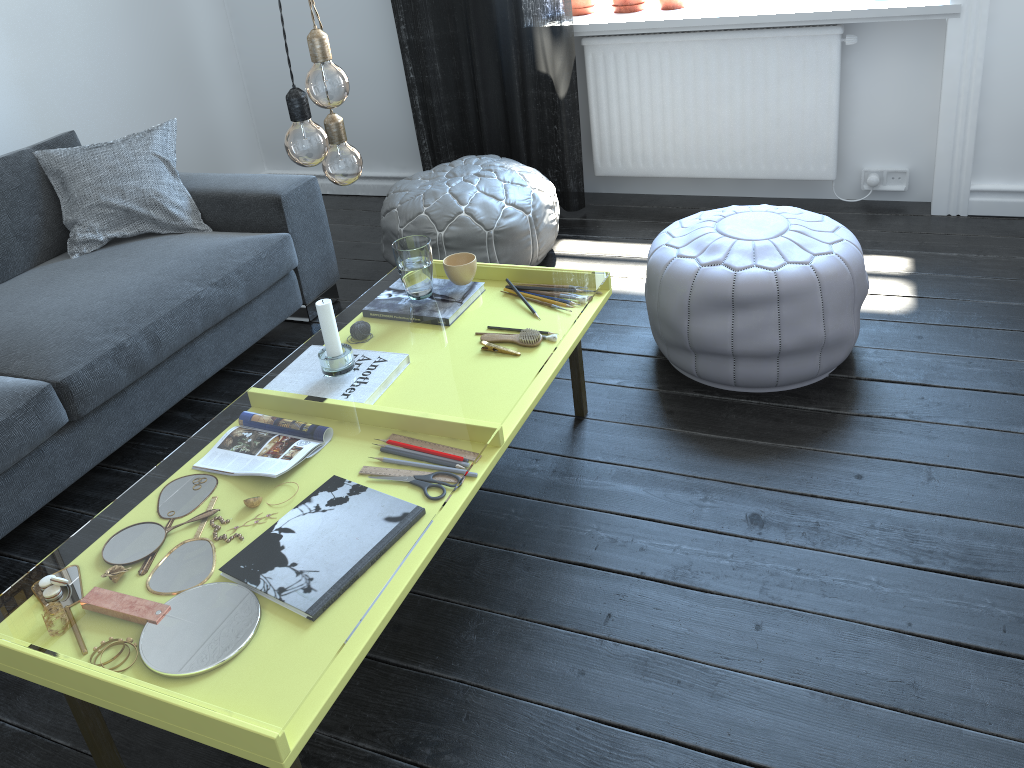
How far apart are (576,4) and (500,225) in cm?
118

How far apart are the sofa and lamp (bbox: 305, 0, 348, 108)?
1.1 meters

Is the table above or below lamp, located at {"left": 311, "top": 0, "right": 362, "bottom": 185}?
below

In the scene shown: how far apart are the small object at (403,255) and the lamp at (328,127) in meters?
0.5 m

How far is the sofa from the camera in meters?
2.2

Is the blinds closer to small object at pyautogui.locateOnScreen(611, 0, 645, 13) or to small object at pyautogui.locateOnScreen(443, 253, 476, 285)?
small object at pyautogui.locateOnScreen(611, 0, 645, 13)

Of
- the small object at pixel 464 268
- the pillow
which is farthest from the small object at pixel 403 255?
the pillow

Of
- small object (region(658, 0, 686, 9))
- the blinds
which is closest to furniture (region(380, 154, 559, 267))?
the blinds

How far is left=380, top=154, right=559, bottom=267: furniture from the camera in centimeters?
300cm

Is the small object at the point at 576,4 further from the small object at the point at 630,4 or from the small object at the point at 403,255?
the small object at the point at 403,255
